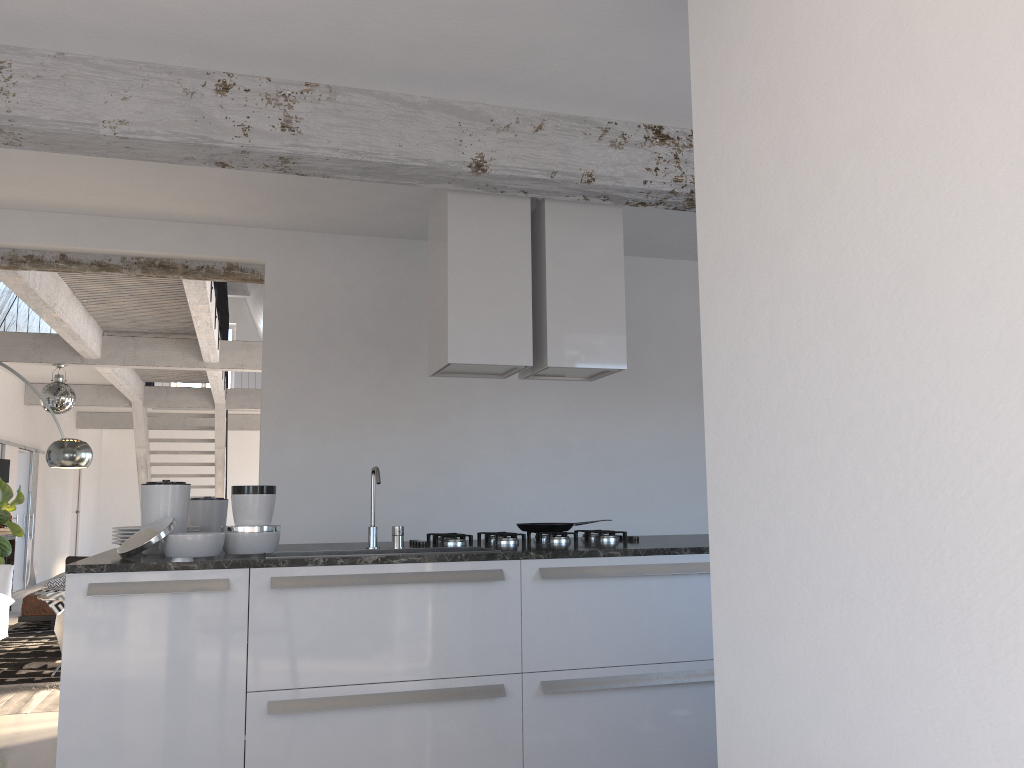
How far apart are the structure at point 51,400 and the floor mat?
2.1 meters

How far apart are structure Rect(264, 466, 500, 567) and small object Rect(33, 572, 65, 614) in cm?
616

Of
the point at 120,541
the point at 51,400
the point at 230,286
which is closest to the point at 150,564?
the point at 120,541

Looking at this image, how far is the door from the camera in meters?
12.1 m

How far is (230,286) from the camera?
19.6 meters

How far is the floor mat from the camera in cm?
600

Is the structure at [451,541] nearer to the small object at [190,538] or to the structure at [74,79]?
the small object at [190,538]

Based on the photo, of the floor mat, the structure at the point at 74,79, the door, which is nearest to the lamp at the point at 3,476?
the floor mat

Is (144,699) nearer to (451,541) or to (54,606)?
(451,541)

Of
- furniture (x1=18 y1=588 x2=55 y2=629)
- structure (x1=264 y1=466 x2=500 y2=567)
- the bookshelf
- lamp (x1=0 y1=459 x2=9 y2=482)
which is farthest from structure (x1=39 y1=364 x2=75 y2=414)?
structure (x1=264 y1=466 x2=500 y2=567)
